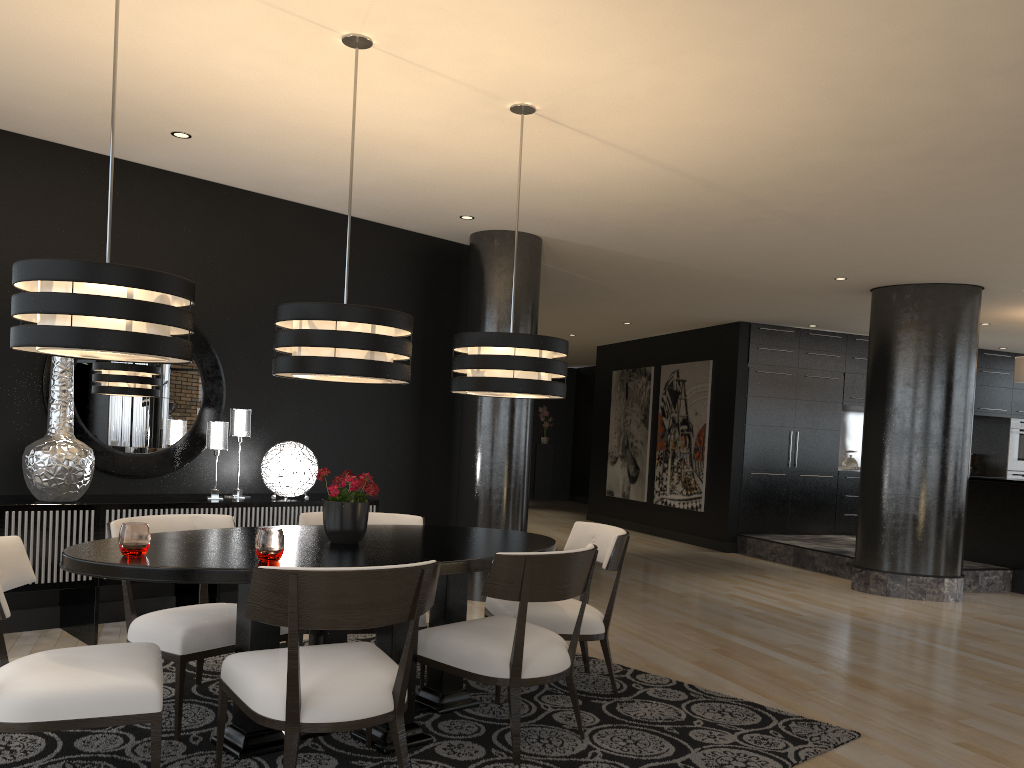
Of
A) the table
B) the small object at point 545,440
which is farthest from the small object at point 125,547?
the small object at point 545,440

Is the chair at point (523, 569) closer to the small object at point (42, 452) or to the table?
the table

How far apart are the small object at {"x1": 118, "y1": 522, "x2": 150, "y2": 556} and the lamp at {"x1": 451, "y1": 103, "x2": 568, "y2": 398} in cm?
151

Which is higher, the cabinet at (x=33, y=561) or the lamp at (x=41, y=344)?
the lamp at (x=41, y=344)

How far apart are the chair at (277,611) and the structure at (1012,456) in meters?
11.4 m

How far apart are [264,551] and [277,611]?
0.3 meters

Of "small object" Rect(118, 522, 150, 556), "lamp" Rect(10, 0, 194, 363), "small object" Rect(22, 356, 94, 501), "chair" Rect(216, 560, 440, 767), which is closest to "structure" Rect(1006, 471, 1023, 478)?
"chair" Rect(216, 560, 440, 767)

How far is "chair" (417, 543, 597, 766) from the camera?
3.17m

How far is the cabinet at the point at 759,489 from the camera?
10.5 meters

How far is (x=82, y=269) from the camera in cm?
263
